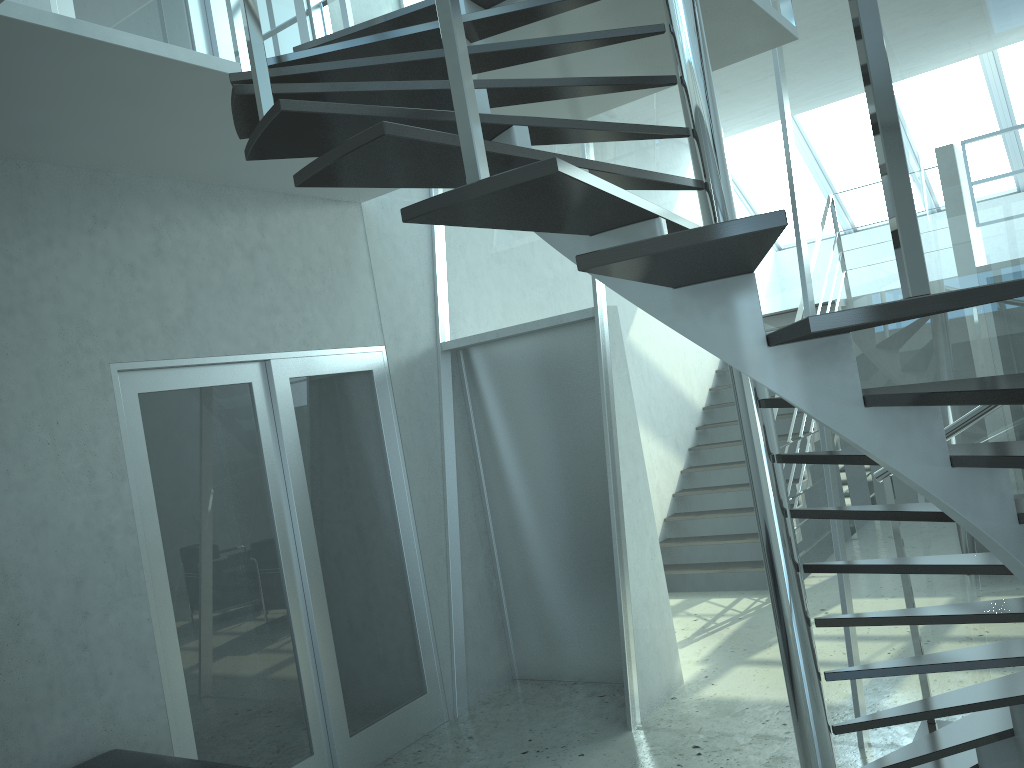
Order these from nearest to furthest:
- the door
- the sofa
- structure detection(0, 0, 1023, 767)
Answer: structure detection(0, 0, 1023, 767), the sofa, the door

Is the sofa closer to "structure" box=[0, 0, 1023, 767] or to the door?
the door

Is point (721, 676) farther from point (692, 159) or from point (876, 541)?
point (692, 159)

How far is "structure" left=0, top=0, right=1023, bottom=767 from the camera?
1.5 meters

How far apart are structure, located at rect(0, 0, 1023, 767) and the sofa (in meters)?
1.91

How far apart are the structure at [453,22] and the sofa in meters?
1.9 m

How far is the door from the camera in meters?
3.8

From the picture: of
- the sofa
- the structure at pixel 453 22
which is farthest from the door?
the structure at pixel 453 22

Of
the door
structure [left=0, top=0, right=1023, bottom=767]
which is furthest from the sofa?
structure [left=0, top=0, right=1023, bottom=767]

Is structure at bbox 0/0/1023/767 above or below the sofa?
above
